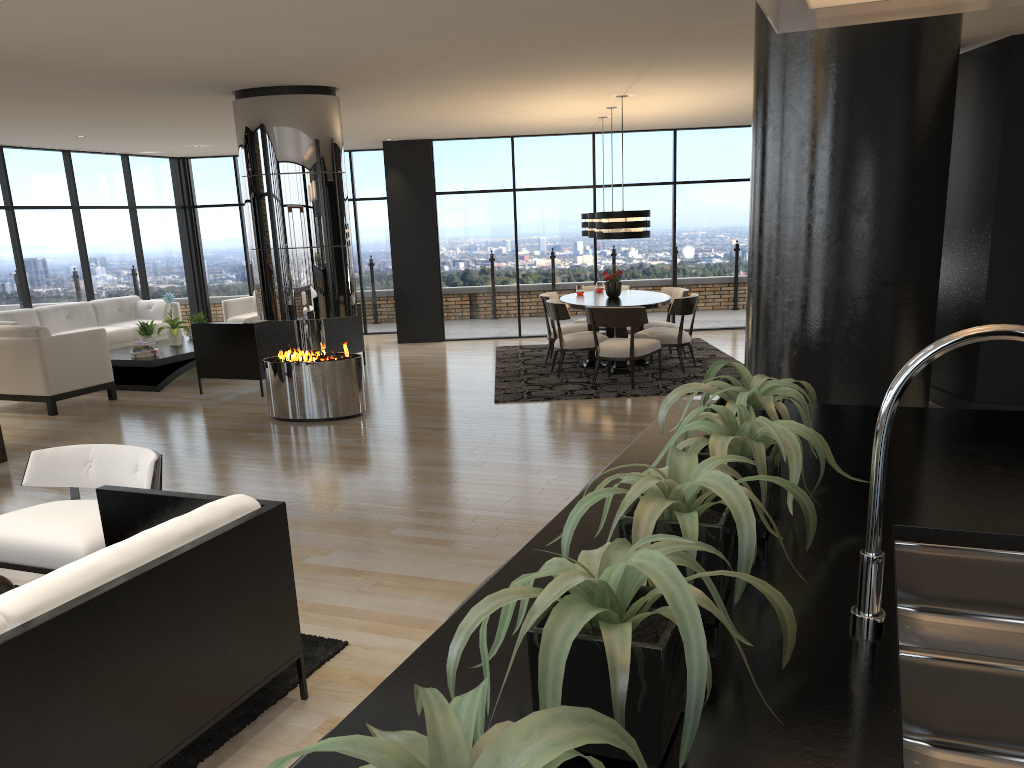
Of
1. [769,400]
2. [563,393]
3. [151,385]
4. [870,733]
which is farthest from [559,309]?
[870,733]

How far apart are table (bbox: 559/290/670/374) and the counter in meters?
6.3

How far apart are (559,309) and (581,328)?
0.94m

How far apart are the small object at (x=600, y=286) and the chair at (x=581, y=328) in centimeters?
59cm

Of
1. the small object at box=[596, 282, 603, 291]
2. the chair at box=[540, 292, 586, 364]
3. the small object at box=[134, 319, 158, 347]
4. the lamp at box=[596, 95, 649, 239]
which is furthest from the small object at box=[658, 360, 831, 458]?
the small object at box=[134, 319, 158, 347]

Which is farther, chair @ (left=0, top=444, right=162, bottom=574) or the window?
the window

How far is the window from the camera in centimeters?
1156cm

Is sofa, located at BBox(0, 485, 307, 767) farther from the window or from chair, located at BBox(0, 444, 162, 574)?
the window

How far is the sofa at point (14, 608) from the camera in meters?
2.1

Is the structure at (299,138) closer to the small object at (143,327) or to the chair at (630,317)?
the chair at (630,317)
